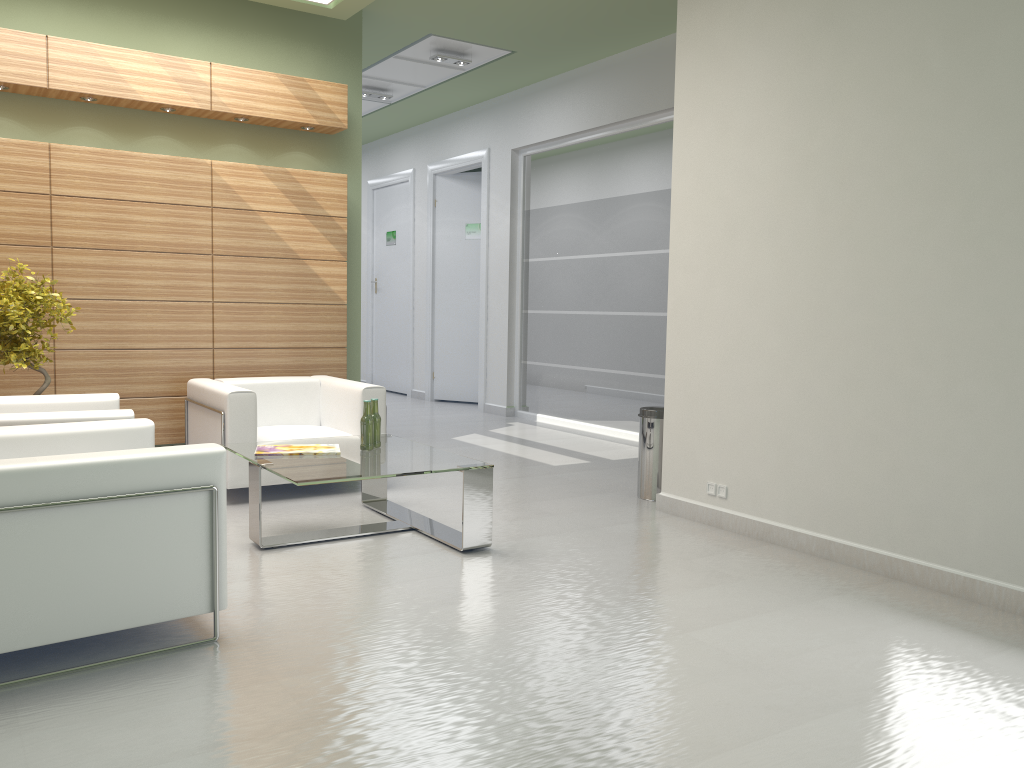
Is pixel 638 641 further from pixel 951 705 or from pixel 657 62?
pixel 657 62

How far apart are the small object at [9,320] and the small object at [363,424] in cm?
340

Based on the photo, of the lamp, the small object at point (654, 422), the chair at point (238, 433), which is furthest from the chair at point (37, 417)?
the lamp

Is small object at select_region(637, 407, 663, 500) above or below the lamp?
below

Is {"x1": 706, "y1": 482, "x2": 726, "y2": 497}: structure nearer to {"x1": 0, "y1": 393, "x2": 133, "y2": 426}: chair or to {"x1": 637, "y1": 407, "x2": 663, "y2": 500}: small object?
{"x1": 637, "y1": 407, "x2": 663, "y2": 500}: small object

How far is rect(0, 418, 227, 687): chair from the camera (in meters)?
4.90

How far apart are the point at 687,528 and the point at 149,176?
7.5 meters

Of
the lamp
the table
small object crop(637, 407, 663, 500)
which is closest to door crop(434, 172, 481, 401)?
the lamp

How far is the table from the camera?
7.34m

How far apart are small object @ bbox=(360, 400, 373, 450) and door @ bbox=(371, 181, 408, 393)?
13.3m
